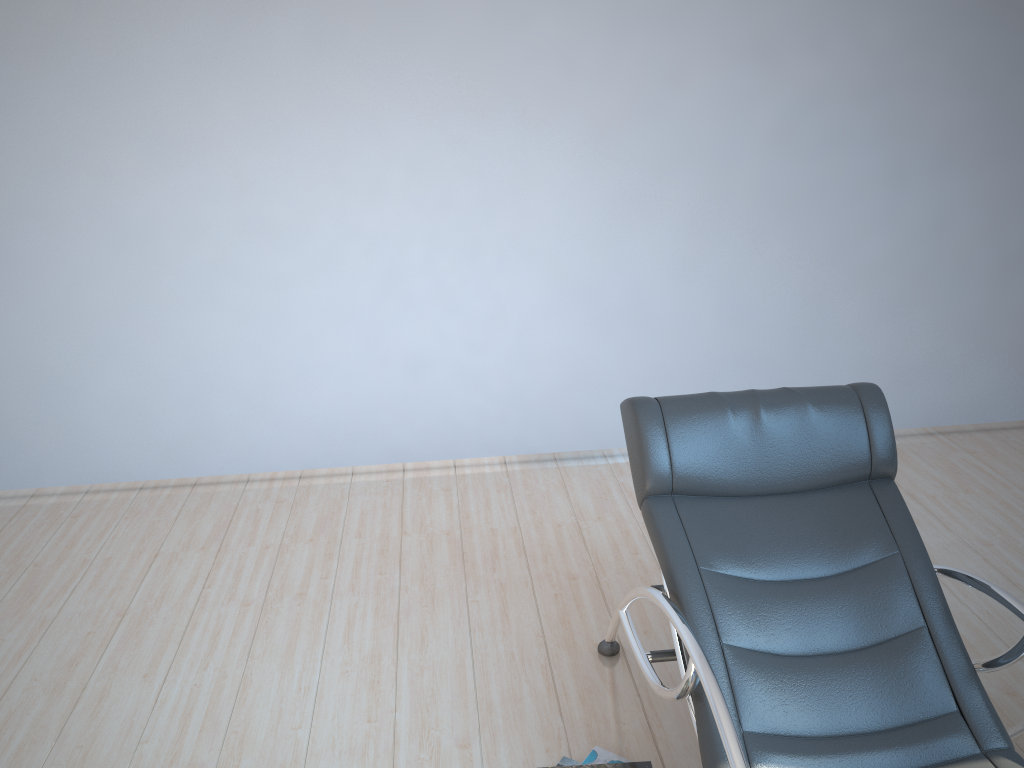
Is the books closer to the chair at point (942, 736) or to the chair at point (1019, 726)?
the chair at point (942, 736)

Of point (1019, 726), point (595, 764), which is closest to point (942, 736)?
point (1019, 726)

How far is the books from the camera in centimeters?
239cm

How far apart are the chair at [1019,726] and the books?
0.97m

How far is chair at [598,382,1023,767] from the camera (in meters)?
2.01

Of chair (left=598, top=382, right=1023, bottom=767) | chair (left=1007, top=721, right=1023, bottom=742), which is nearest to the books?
chair (left=598, top=382, right=1023, bottom=767)

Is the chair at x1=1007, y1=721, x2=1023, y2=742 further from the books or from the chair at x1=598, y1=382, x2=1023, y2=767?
the books

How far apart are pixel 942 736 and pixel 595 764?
0.9m

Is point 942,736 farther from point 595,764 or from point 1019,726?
point 595,764

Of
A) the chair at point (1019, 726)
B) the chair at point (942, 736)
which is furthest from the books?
the chair at point (1019, 726)
